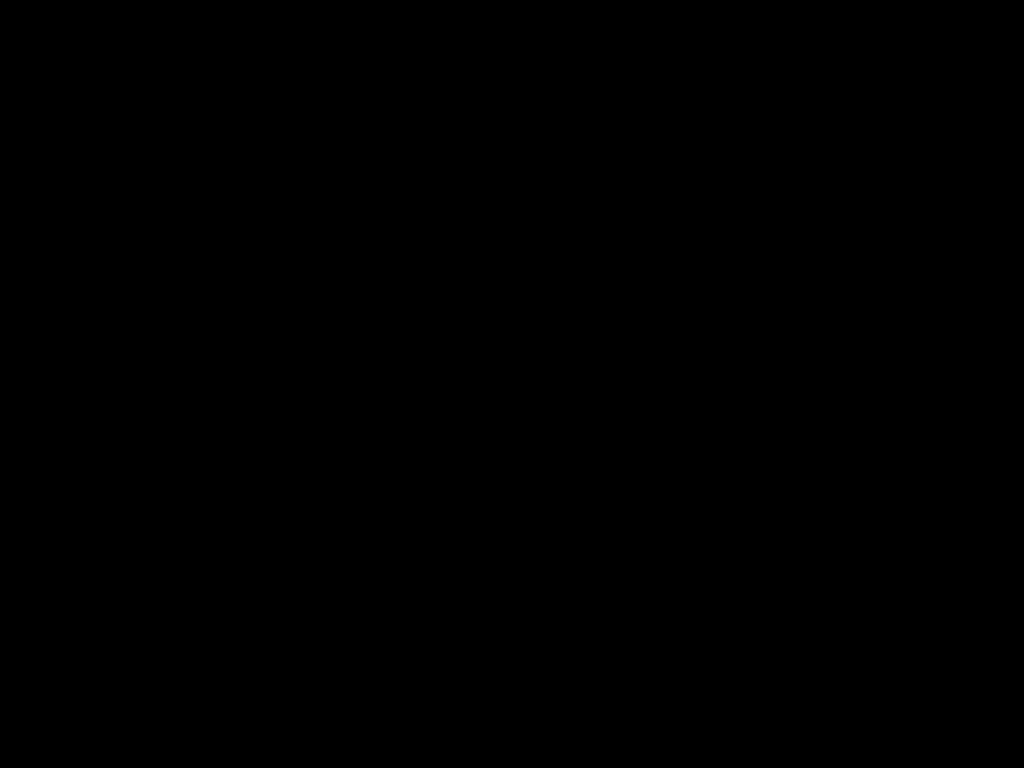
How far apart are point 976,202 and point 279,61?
1.4 meters

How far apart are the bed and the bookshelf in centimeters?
1cm

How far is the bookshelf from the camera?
1.6 meters

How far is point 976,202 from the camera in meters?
1.6 m

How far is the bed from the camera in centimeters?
59cm

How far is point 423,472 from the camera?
0.9 meters

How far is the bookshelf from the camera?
1.6m

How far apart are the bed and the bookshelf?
0.0m

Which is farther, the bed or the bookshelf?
the bookshelf
